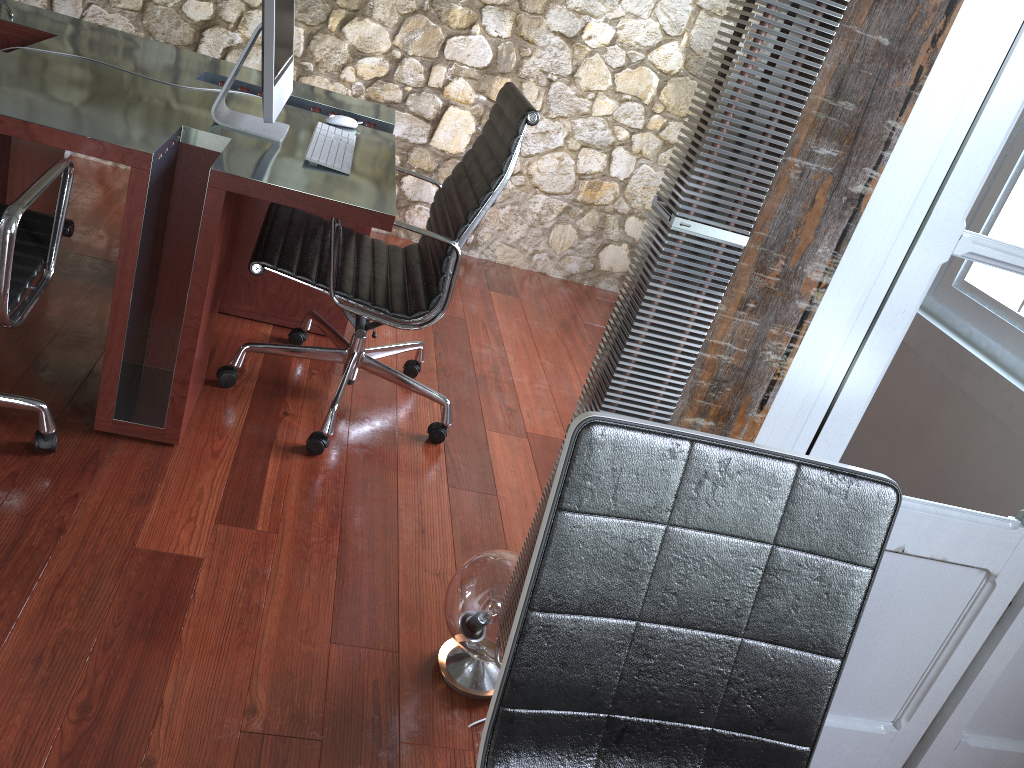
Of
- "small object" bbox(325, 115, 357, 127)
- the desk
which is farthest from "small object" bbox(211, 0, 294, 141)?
"small object" bbox(325, 115, 357, 127)

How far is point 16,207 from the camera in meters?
1.6

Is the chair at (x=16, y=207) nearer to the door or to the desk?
the desk

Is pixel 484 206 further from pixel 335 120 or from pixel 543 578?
pixel 543 578

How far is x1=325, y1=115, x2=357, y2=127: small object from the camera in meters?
2.7 m

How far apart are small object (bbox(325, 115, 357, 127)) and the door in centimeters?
182cm

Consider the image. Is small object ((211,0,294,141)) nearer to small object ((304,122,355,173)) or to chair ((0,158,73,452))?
small object ((304,122,355,173))

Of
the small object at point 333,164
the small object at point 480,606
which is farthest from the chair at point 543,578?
the small object at point 333,164

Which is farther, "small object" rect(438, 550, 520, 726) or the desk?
the desk

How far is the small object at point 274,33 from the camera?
2.1m
